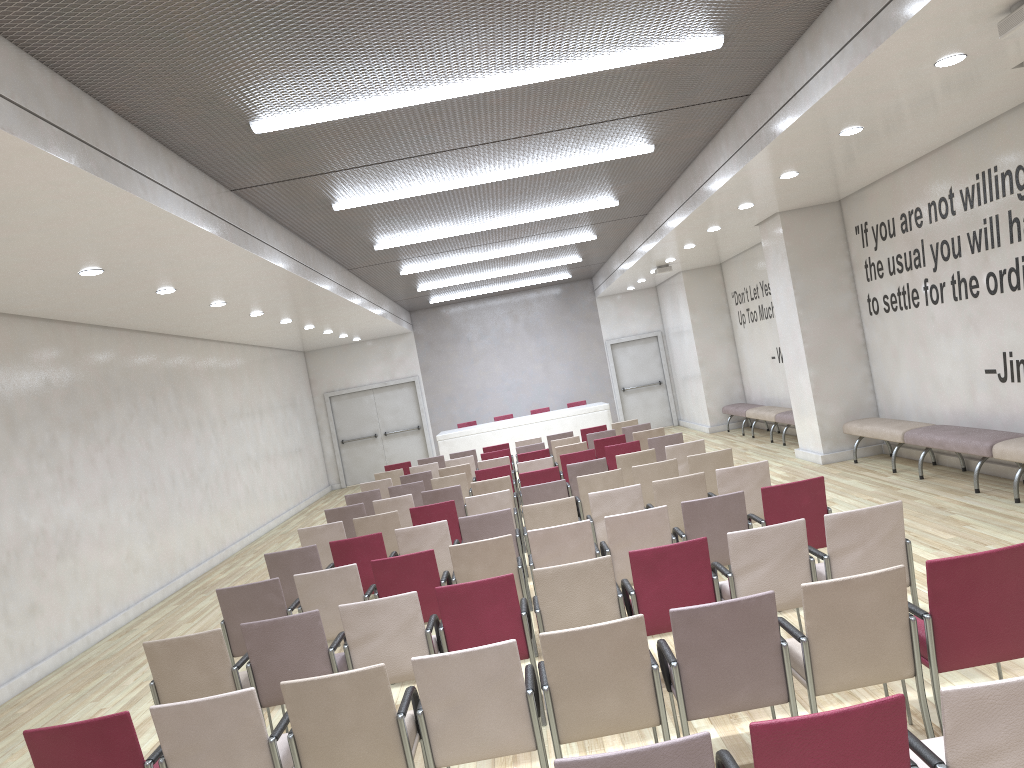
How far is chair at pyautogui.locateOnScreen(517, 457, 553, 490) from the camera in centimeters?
1107cm

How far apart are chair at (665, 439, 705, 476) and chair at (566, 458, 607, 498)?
0.73m

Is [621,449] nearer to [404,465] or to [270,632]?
[404,465]

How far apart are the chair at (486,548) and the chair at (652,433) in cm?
617

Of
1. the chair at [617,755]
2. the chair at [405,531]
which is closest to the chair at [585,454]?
the chair at [405,531]

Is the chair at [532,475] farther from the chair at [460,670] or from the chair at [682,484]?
the chair at [460,670]

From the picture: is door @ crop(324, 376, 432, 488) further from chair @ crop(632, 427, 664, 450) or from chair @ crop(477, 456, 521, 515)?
chair @ crop(632, 427, 664, 450)

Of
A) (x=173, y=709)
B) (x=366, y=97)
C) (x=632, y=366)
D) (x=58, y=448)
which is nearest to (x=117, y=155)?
(x=366, y=97)

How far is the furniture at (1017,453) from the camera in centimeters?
791cm

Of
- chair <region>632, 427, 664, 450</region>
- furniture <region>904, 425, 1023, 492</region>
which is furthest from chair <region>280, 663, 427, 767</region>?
chair <region>632, 427, 664, 450</region>
